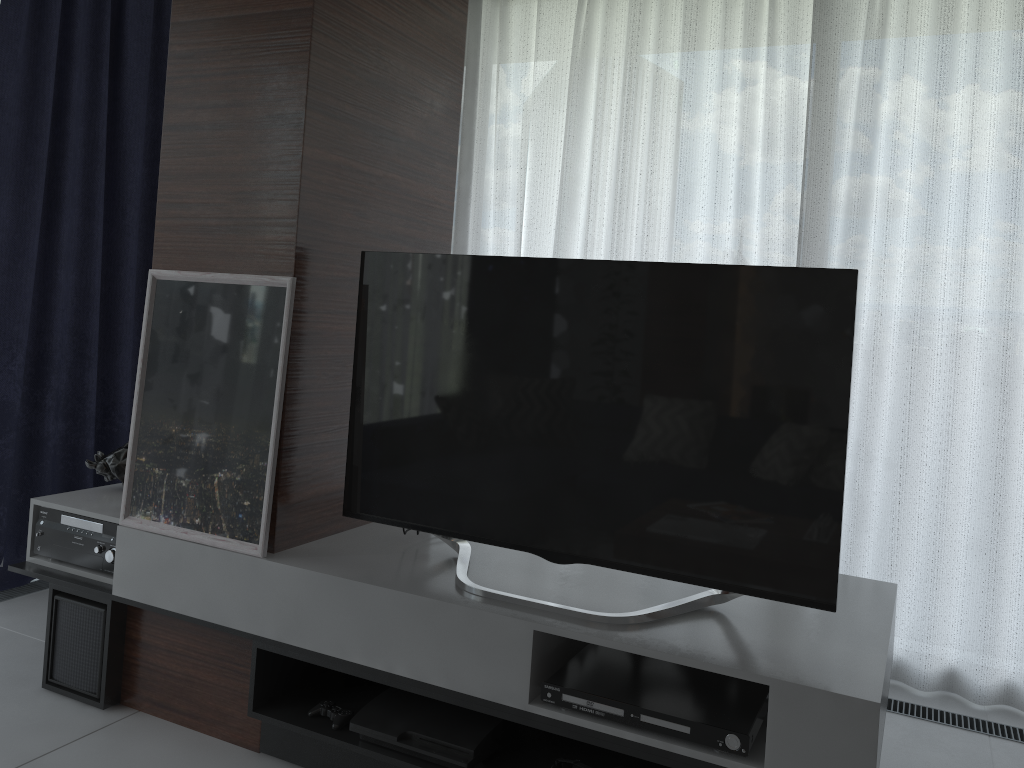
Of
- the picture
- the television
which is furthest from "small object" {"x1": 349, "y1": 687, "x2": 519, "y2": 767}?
the picture

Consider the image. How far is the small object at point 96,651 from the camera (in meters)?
2.48

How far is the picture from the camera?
A: 2.25m

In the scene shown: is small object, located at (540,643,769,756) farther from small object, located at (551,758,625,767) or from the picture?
the picture

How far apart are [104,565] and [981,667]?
2.8 meters

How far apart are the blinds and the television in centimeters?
119cm

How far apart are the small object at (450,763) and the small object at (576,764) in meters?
0.2 m

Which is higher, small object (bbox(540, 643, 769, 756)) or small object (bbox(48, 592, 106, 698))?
small object (bbox(540, 643, 769, 756))

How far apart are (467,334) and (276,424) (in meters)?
0.53

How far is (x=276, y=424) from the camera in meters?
2.2 m
